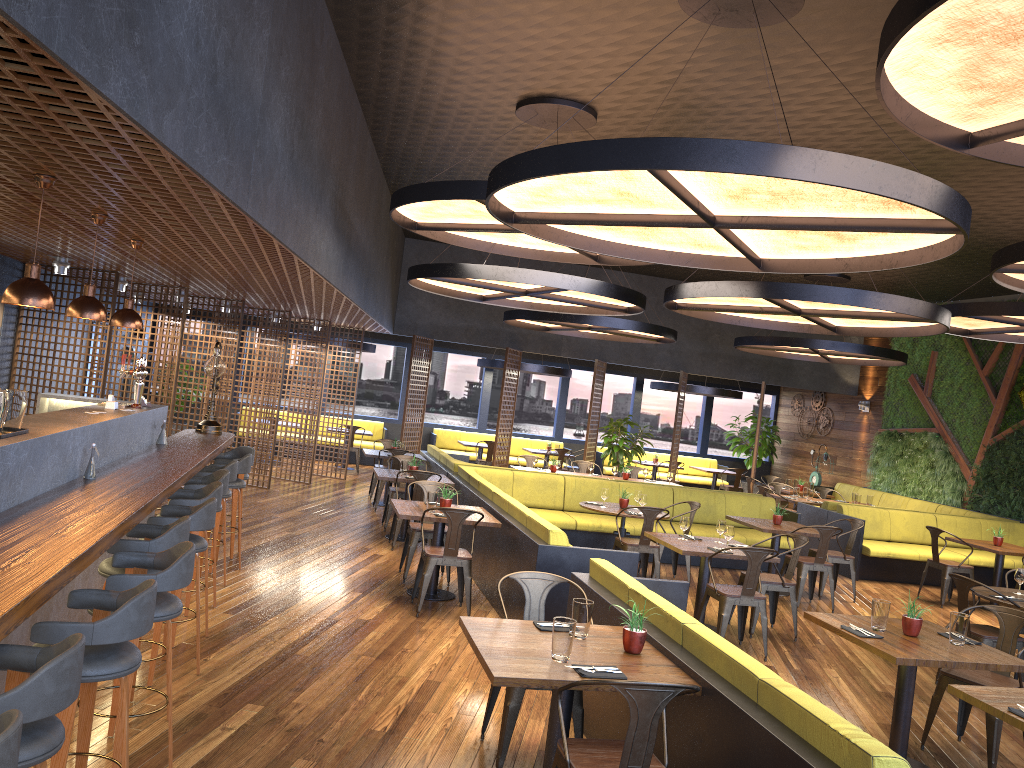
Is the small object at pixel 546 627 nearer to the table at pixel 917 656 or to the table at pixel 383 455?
the table at pixel 917 656

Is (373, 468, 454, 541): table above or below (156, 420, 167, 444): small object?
below

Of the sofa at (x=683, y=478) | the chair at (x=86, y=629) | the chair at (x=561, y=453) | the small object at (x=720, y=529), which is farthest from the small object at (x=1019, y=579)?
the sofa at (x=683, y=478)

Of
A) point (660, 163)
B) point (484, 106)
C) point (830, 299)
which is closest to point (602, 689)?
point (660, 163)

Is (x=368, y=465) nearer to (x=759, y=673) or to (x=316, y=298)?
(x=316, y=298)

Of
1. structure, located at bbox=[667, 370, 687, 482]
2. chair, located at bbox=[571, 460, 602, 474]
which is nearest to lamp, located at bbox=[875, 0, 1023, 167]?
chair, located at bbox=[571, 460, 602, 474]

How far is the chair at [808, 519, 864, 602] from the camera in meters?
10.0

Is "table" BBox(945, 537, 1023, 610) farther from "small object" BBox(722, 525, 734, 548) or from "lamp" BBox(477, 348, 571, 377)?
"lamp" BBox(477, 348, 571, 377)

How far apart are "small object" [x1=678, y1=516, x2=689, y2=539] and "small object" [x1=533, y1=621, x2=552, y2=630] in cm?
388

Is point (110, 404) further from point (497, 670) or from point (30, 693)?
point (30, 693)
